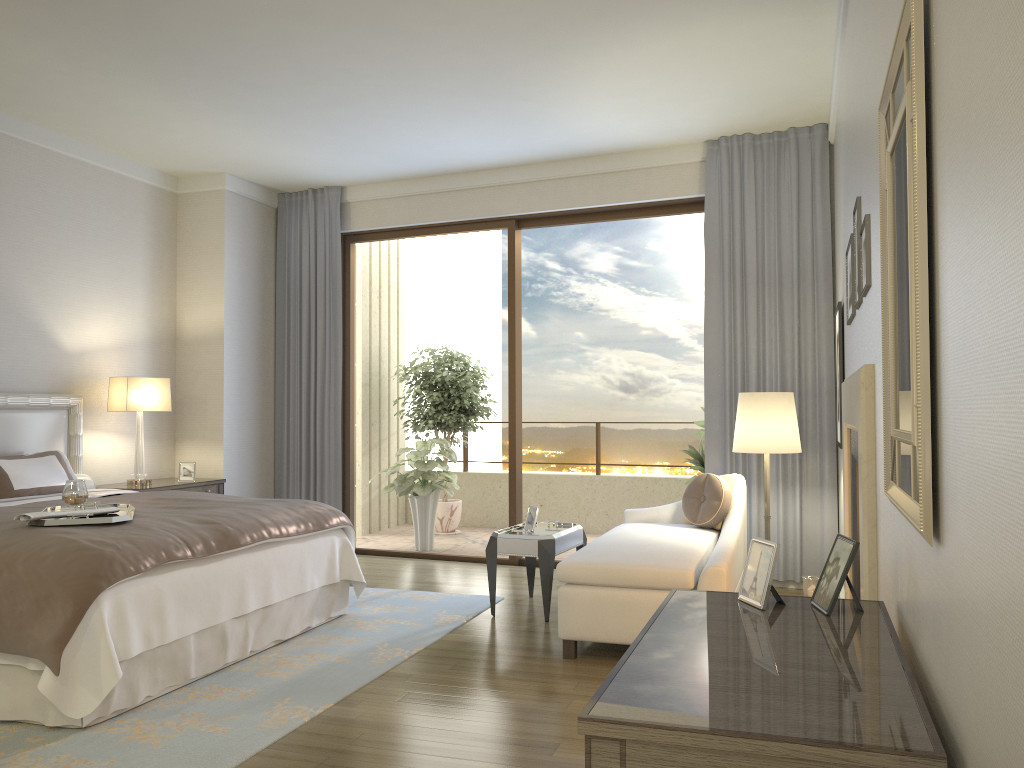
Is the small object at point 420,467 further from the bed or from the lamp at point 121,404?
the bed

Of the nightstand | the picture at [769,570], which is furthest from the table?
the picture at [769,570]

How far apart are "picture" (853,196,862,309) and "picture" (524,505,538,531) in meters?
2.6

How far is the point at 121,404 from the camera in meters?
6.2 m

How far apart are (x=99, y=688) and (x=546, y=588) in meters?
2.5 m

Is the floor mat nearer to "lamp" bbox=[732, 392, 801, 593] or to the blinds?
the blinds

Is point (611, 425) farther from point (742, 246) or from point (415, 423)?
point (742, 246)

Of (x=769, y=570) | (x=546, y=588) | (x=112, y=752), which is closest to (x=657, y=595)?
(x=546, y=588)

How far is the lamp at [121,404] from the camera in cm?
618

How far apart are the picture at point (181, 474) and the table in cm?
266
